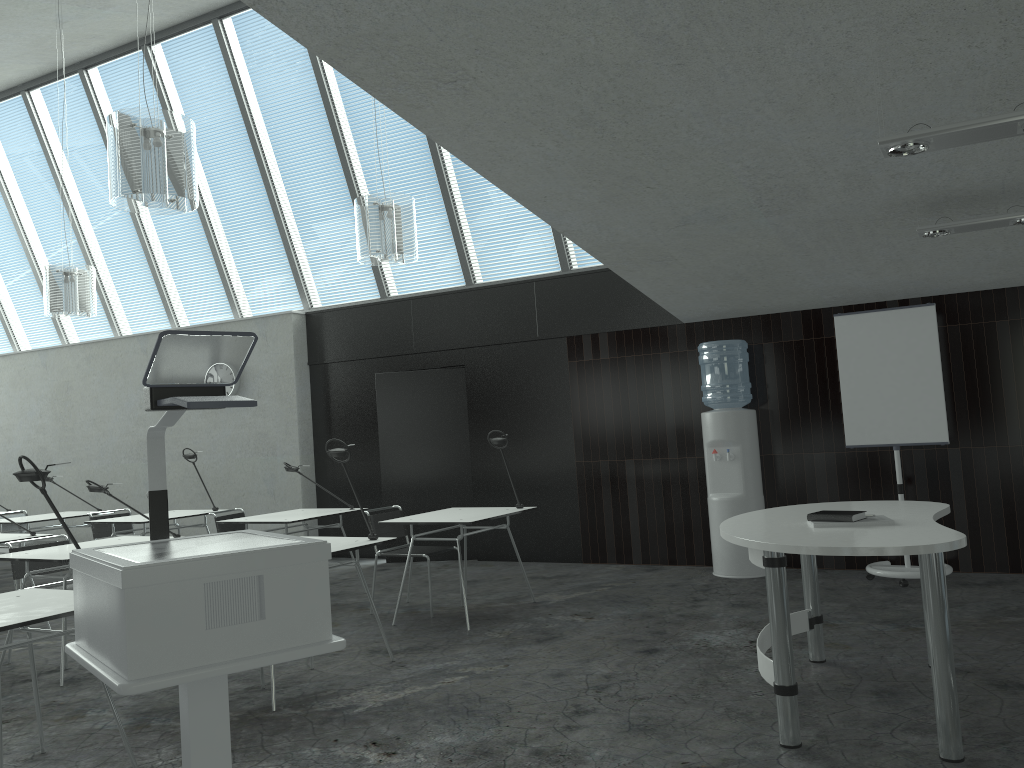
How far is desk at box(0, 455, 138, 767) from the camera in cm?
295

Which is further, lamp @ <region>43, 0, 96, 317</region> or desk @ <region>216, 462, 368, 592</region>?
lamp @ <region>43, 0, 96, 317</region>

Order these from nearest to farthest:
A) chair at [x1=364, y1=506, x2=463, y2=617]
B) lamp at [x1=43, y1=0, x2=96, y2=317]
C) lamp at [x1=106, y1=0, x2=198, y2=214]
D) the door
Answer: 1. lamp at [x1=106, y1=0, x2=198, y2=214]
2. chair at [x1=364, y1=506, x2=463, y2=617]
3. lamp at [x1=43, y1=0, x2=96, y2=317]
4. the door

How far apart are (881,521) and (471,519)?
2.68m

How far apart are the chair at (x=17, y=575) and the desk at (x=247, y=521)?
1.3m

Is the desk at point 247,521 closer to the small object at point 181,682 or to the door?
the door

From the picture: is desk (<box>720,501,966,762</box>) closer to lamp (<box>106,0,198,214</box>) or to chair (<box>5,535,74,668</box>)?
lamp (<box>106,0,198,214</box>)

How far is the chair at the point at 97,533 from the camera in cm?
742

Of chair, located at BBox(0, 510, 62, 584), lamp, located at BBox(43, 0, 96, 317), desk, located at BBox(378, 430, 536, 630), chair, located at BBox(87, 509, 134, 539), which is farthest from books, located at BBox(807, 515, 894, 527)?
chair, located at BBox(0, 510, 62, 584)

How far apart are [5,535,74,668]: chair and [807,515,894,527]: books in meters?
4.5
